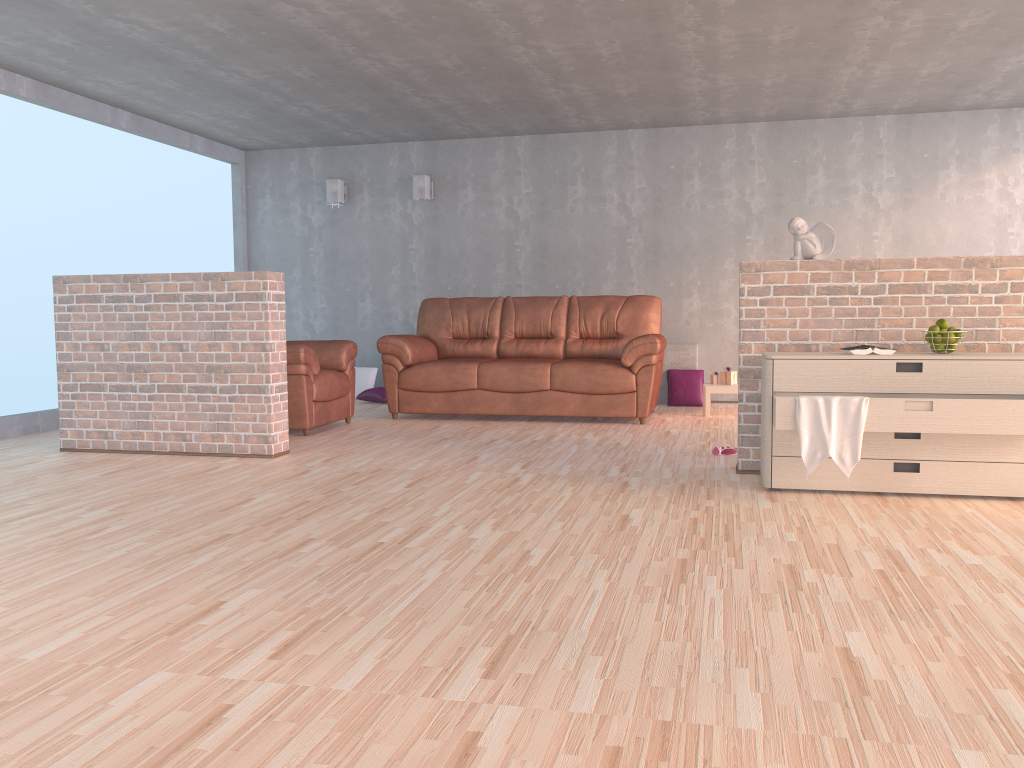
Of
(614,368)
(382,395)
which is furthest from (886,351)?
(382,395)

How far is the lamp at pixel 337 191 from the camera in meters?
8.5 m

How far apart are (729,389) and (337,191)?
4.2m

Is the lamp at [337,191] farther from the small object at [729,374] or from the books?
the books

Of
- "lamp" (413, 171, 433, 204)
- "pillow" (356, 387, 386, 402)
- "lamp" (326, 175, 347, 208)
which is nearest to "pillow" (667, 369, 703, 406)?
"pillow" (356, 387, 386, 402)

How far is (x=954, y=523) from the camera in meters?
3.4 m

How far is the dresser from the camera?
3.59m

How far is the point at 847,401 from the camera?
3.7 meters

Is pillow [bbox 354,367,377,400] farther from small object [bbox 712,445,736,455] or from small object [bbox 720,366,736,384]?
small object [bbox 712,445,736,455]

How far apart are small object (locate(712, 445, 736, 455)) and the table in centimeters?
190cm
